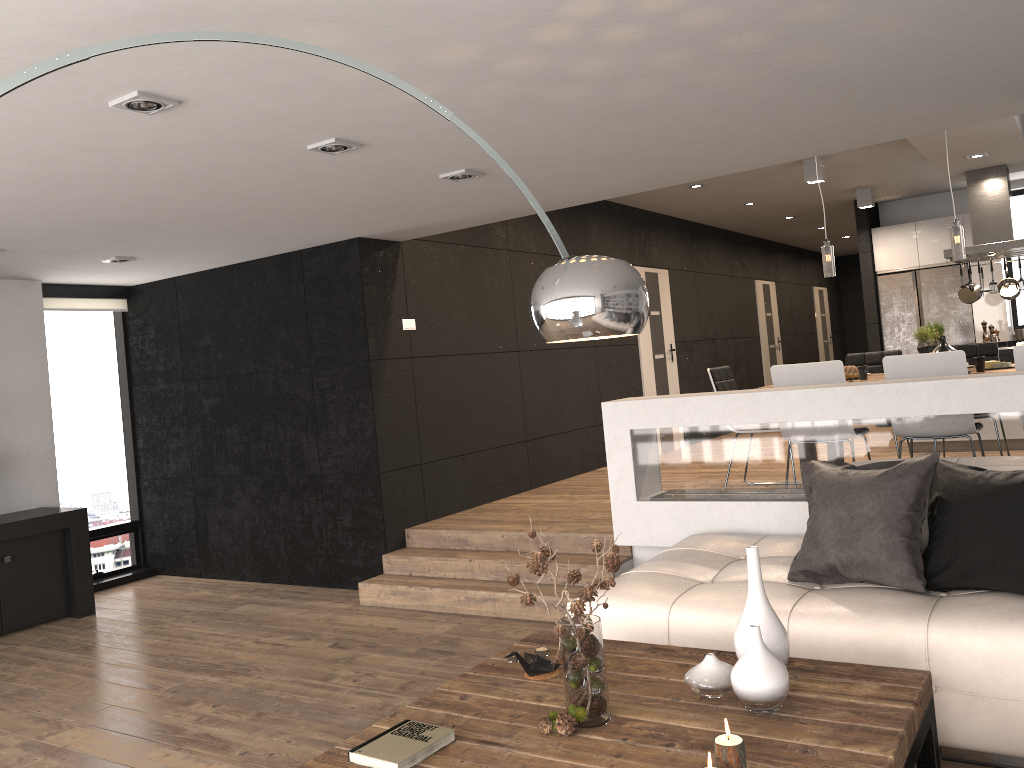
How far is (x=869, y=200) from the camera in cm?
1001

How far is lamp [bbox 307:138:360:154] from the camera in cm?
361

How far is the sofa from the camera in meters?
2.8

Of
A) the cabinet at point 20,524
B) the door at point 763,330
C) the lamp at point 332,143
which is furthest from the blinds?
the door at point 763,330

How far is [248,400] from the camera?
6.75m

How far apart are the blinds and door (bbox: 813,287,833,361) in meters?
12.5

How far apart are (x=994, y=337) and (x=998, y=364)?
3.93m

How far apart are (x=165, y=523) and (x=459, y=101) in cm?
540

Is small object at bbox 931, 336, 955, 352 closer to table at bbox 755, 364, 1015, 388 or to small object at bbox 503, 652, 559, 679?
table at bbox 755, 364, 1015, 388

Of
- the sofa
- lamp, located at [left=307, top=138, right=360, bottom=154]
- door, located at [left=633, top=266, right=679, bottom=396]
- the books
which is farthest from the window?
the books
